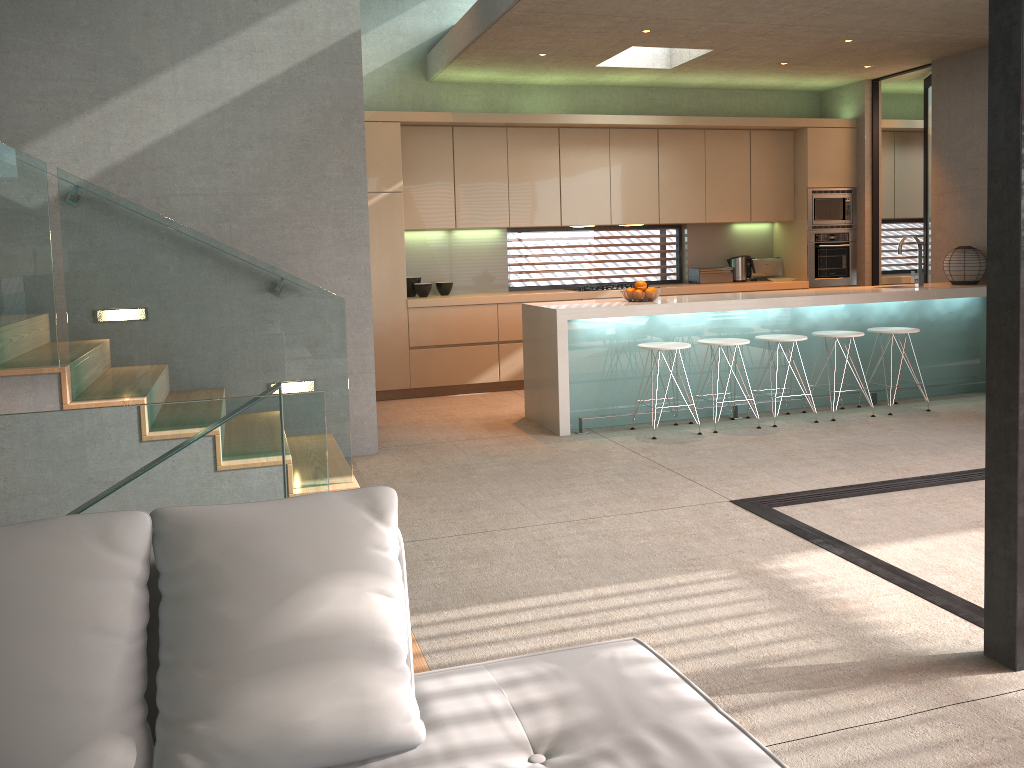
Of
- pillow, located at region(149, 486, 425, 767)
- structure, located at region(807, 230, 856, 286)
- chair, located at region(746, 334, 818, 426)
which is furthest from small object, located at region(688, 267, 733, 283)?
pillow, located at region(149, 486, 425, 767)

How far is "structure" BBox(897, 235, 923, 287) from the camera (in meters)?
7.32

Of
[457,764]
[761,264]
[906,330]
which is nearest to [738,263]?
[761,264]

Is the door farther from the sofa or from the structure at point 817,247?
the sofa

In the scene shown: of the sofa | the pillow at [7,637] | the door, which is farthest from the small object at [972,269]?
the pillow at [7,637]

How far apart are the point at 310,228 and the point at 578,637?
3.5 meters

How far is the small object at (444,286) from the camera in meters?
8.4 m

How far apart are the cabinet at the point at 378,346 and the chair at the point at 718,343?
2.1 meters

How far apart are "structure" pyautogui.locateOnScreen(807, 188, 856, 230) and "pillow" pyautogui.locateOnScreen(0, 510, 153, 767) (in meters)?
8.46

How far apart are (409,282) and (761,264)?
3.81m
